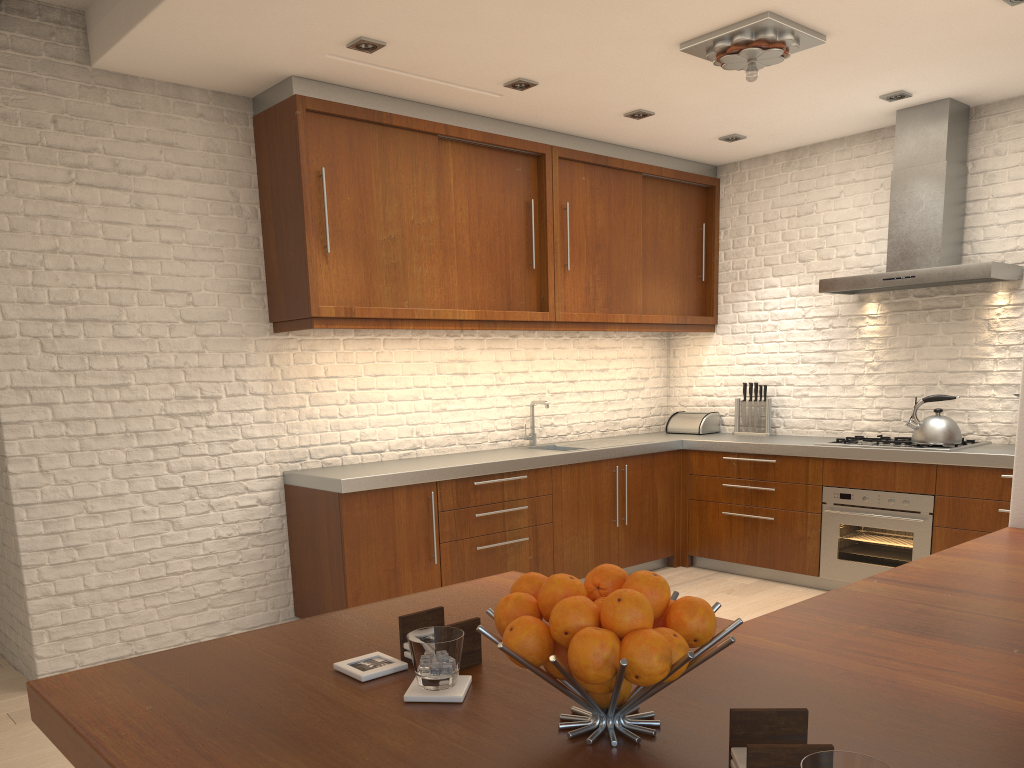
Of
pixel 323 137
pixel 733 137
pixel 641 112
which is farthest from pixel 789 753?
pixel 733 137

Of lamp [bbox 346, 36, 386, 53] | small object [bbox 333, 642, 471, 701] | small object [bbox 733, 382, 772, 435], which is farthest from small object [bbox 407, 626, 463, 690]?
small object [bbox 733, 382, 772, 435]

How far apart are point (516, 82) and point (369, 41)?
0.9 meters

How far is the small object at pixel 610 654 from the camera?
1.0 meters

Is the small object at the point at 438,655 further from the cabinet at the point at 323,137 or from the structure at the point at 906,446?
the structure at the point at 906,446

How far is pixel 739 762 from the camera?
0.99m

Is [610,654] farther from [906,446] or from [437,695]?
[906,446]

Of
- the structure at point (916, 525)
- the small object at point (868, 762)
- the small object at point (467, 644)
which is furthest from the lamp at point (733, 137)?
the small object at point (868, 762)

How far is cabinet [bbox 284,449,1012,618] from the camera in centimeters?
450cm

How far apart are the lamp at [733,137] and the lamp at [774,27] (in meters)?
1.55
